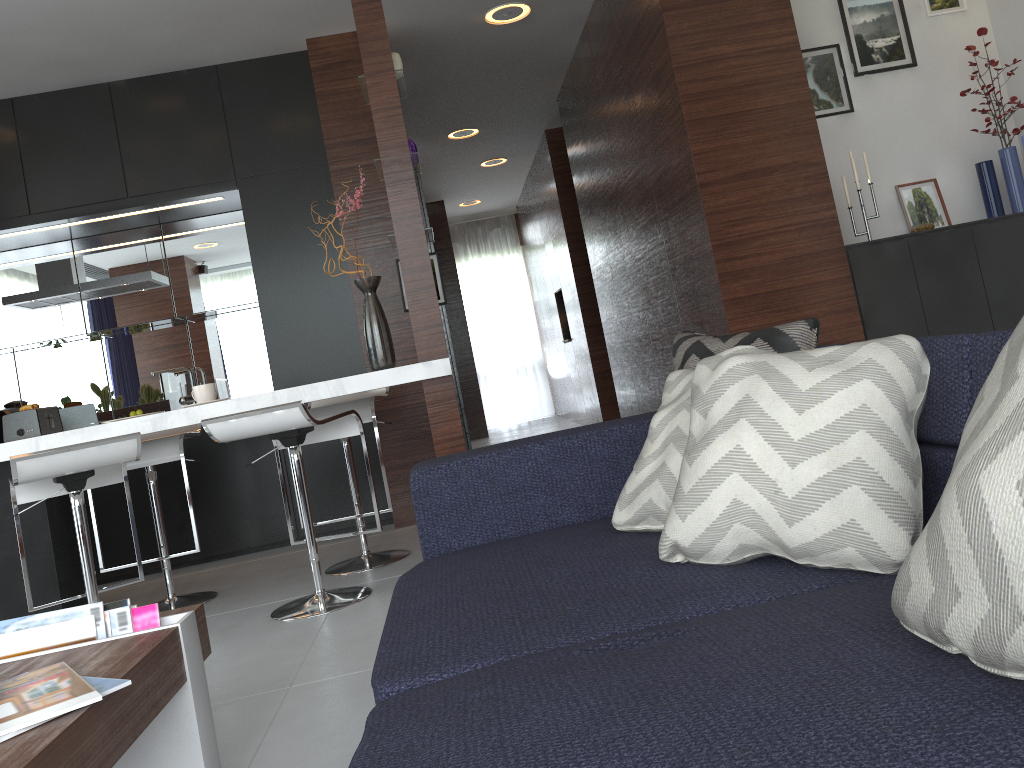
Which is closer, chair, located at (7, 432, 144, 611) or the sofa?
the sofa

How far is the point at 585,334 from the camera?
7.2m

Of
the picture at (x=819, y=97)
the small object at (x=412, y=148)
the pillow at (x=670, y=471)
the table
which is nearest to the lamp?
the picture at (x=819, y=97)

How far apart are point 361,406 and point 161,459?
0.8m

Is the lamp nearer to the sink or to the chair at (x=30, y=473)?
the sink

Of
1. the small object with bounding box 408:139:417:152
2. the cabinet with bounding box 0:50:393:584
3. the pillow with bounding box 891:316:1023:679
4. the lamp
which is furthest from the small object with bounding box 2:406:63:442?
the pillow with bounding box 891:316:1023:679

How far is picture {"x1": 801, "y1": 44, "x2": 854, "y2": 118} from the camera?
4.07m

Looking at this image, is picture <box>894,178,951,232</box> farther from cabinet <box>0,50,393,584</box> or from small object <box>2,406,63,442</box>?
small object <box>2,406,63,442</box>

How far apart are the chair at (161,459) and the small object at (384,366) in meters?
0.8

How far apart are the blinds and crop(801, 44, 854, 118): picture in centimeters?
662cm
